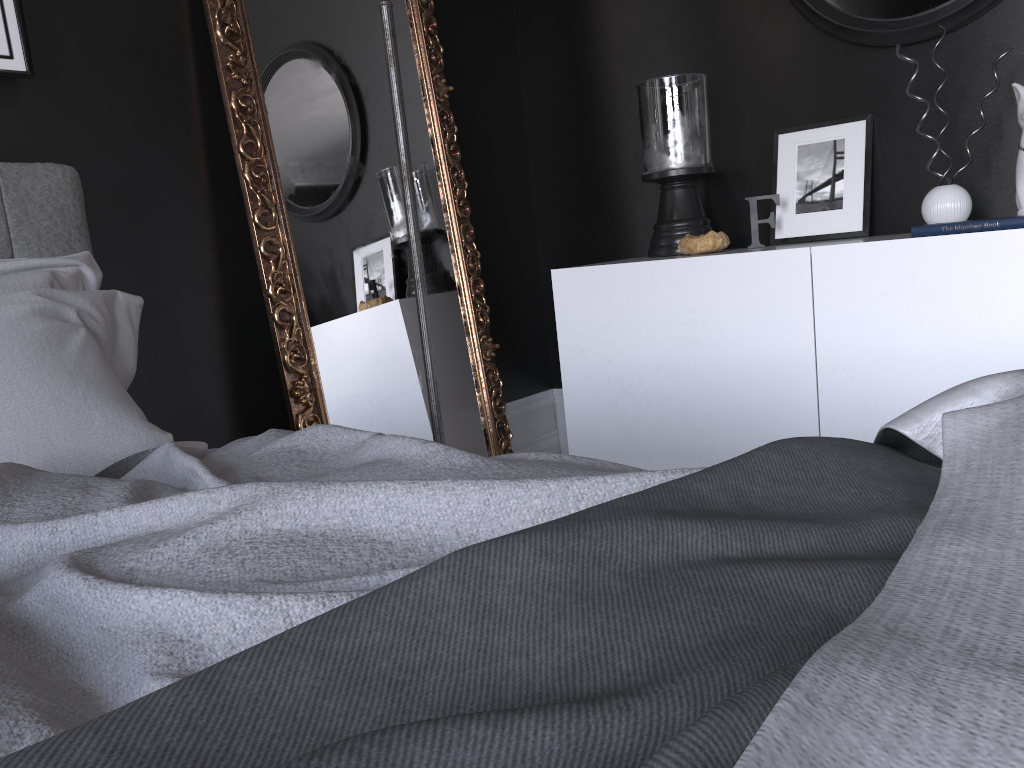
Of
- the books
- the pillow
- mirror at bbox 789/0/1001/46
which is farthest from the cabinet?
the pillow

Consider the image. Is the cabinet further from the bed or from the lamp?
the bed

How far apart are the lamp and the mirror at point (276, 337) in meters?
0.5

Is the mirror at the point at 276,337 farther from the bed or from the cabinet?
the bed

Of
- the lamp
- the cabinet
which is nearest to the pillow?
the lamp

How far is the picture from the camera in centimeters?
218cm

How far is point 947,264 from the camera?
2.34m

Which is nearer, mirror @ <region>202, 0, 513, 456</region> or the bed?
the bed

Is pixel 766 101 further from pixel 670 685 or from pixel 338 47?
pixel 670 685

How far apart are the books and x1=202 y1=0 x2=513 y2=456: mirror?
1.6 meters
